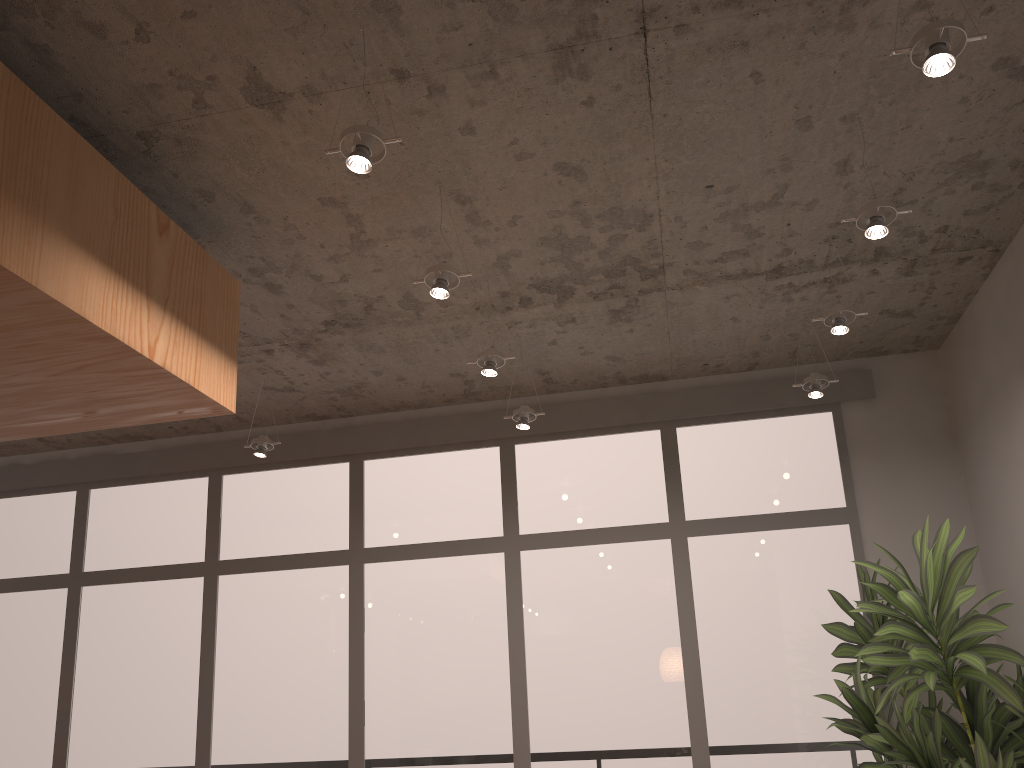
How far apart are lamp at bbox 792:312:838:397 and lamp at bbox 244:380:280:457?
3.0 meters

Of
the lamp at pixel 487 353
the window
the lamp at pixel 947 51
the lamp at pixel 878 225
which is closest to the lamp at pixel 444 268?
the lamp at pixel 487 353

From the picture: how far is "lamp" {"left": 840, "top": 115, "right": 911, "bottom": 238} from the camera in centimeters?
301cm

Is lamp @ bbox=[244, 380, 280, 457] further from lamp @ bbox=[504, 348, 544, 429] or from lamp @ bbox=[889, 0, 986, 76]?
lamp @ bbox=[889, 0, 986, 76]

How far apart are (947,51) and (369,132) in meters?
1.5 m

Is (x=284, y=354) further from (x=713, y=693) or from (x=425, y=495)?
(x=713, y=693)

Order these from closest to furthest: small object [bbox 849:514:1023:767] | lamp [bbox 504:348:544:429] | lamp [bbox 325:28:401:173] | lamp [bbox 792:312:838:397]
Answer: lamp [bbox 325:28:401:173] < small object [bbox 849:514:1023:767] < lamp [bbox 792:312:838:397] < lamp [bbox 504:348:544:429]

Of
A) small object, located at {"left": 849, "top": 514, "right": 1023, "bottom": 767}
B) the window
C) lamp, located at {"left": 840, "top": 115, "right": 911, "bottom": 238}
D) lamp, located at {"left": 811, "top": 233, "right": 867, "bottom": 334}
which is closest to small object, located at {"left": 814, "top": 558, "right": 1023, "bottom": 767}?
small object, located at {"left": 849, "top": 514, "right": 1023, "bottom": 767}

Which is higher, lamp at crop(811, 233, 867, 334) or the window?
lamp at crop(811, 233, 867, 334)

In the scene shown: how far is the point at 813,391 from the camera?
4.5m
